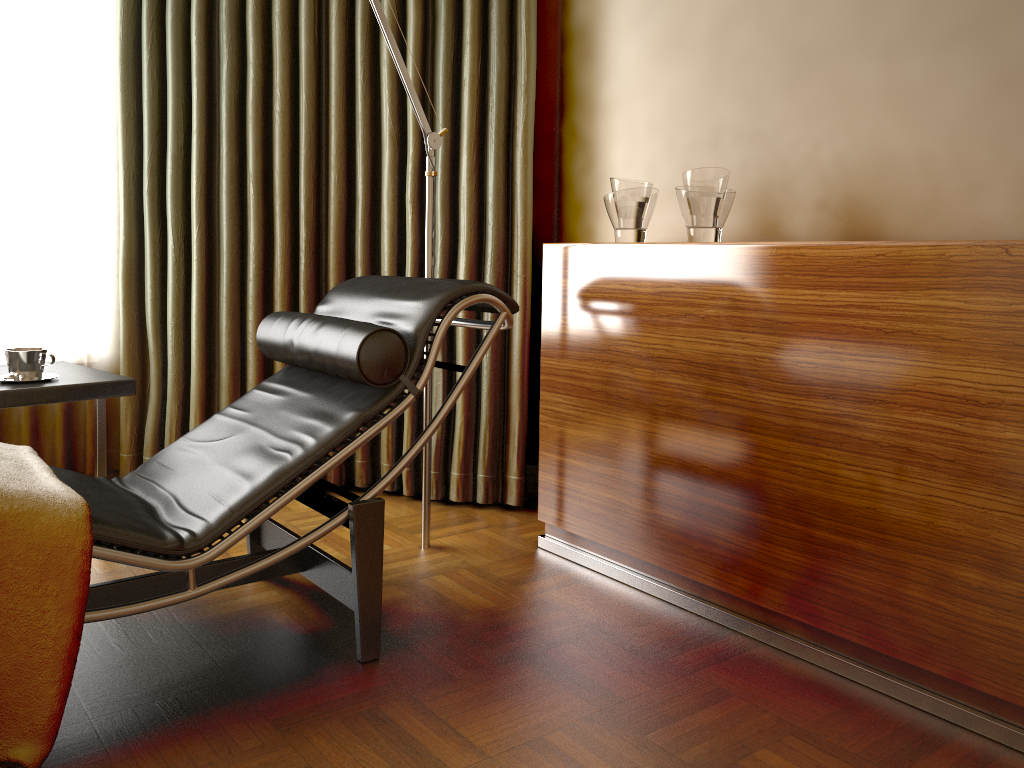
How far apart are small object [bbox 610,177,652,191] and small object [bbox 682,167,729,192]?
0.2m

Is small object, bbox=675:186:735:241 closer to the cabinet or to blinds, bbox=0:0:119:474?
the cabinet

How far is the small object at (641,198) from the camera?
2.4 meters

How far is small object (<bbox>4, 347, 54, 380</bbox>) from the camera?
2.21m

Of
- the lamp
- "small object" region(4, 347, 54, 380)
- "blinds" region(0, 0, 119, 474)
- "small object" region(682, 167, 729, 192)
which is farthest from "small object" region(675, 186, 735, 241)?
"blinds" region(0, 0, 119, 474)

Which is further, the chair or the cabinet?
the chair

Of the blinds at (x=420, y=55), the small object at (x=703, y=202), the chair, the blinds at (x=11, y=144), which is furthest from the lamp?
the blinds at (x=11, y=144)

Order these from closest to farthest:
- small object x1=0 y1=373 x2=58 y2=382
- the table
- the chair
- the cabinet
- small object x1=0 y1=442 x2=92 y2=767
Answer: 1. small object x1=0 y1=442 x2=92 y2=767
2. the cabinet
3. the chair
4. the table
5. small object x1=0 y1=373 x2=58 y2=382

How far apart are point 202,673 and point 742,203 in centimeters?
183cm

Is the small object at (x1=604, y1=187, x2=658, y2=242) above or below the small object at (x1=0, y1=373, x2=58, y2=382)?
above
